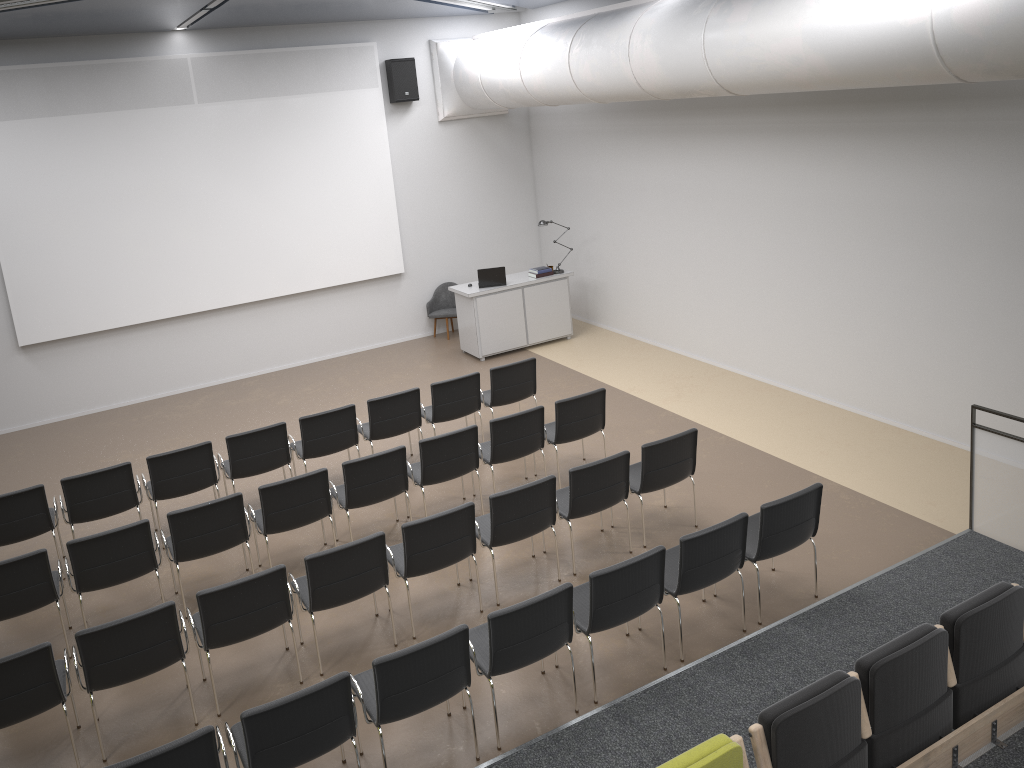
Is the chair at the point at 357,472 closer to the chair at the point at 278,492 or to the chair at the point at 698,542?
the chair at the point at 278,492

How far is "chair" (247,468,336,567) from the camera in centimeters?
699cm

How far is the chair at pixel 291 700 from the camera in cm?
448

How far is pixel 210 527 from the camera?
6.8 meters

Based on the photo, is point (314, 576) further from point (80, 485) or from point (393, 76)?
point (393, 76)

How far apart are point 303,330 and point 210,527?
6.52m

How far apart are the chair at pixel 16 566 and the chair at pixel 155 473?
1.2 meters

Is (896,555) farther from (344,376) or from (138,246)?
(138,246)

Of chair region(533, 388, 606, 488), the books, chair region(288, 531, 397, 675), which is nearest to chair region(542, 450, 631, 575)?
chair region(533, 388, 606, 488)

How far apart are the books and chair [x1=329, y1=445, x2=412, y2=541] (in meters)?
5.67
